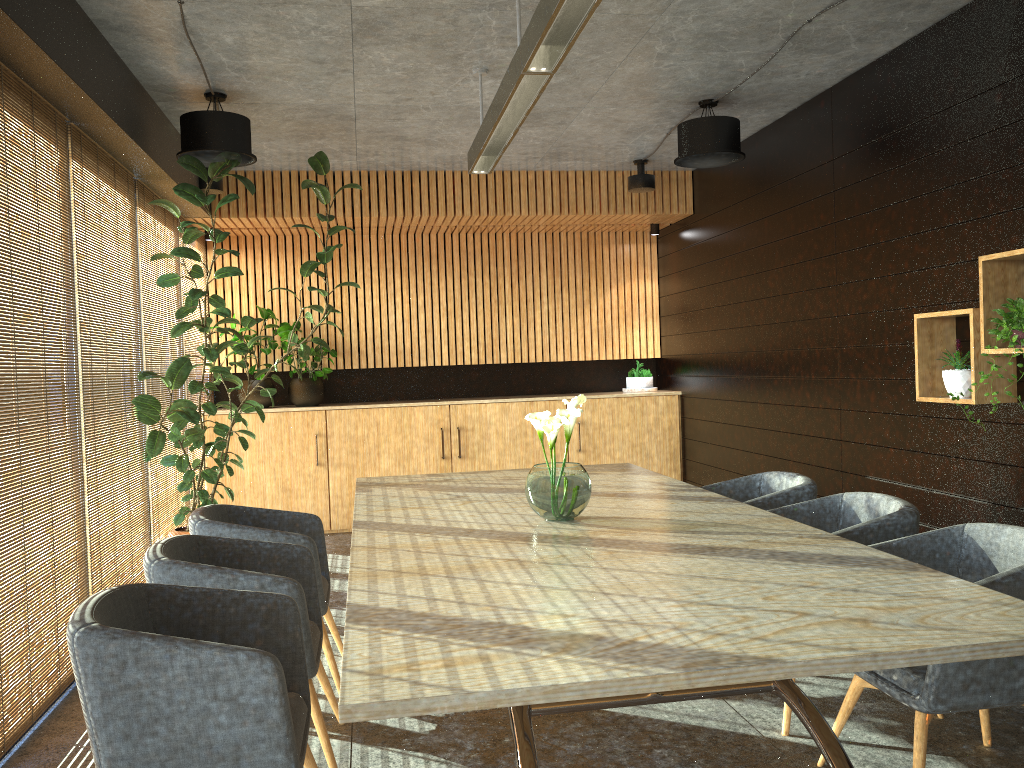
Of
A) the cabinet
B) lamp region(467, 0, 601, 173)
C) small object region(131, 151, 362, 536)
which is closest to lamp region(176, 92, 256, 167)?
small object region(131, 151, 362, 536)

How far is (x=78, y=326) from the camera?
13.2 meters

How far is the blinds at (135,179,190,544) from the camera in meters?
6.6 m

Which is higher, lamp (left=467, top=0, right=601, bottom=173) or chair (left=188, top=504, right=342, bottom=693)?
lamp (left=467, top=0, right=601, bottom=173)

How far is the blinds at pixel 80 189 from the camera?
5.1m

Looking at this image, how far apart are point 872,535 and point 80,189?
4.6m

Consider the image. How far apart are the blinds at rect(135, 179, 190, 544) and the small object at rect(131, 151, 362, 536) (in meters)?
0.05

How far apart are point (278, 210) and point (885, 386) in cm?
546

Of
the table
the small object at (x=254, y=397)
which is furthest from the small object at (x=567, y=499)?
the small object at (x=254, y=397)

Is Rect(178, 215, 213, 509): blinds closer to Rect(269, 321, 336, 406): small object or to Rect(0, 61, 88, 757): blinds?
Rect(269, 321, 336, 406): small object
